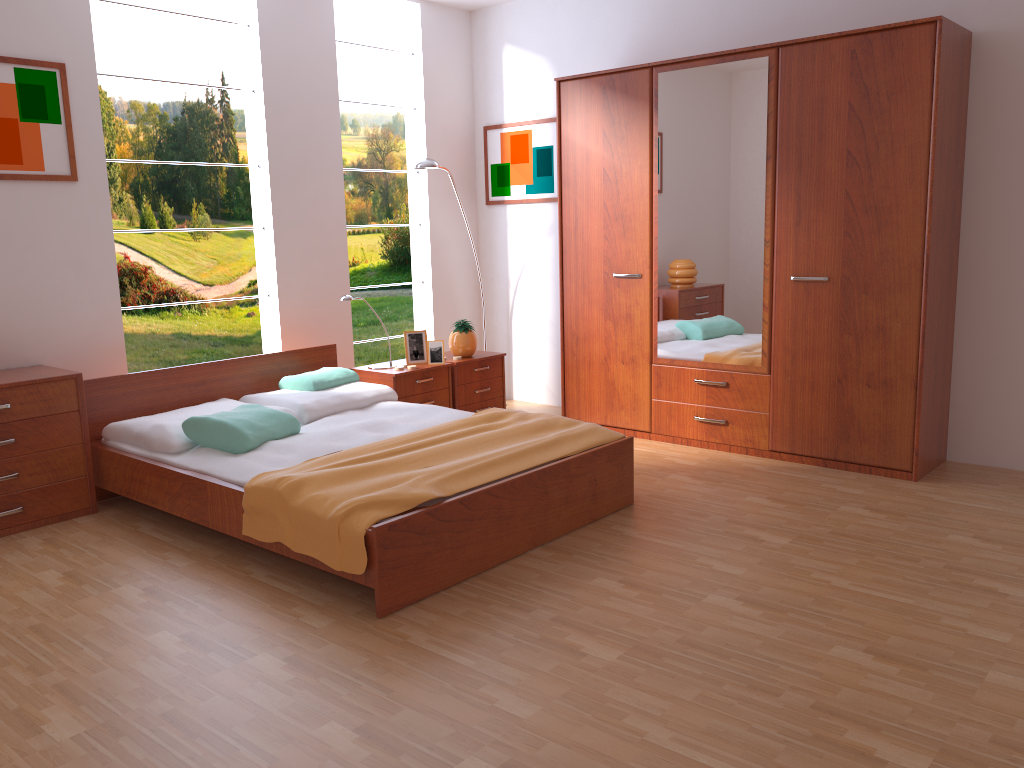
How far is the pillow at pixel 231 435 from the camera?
3.6 meters

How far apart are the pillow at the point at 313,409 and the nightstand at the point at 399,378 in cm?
16

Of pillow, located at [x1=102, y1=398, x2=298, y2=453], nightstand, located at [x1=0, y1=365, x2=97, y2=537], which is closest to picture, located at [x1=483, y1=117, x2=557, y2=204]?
pillow, located at [x1=102, y1=398, x2=298, y2=453]

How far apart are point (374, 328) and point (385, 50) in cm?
271

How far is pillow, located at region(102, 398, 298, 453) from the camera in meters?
3.6 m

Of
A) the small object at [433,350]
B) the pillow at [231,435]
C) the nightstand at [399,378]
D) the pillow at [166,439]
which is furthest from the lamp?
the pillow at [231,435]

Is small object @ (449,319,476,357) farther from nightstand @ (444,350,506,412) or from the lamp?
the lamp

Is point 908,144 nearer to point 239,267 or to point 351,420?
point 351,420

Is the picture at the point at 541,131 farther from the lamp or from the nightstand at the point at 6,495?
the nightstand at the point at 6,495

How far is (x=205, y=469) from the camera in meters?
3.4
